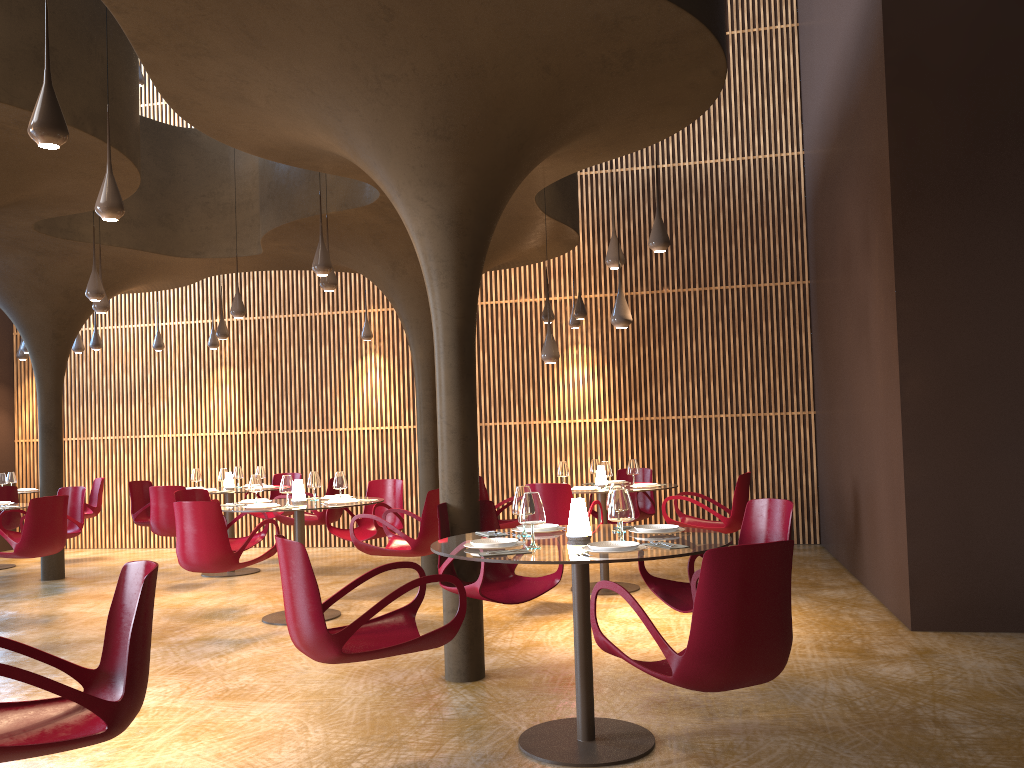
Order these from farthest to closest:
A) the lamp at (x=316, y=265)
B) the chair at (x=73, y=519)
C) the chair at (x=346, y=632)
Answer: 1. the chair at (x=73, y=519)
2. the lamp at (x=316, y=265)
3. the chair at (x=346, y=632)

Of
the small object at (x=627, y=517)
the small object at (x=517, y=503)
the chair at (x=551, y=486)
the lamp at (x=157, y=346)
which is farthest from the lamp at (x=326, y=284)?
the lamp at (x=157, y=346)

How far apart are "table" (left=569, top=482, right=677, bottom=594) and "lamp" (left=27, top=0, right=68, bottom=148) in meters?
6.6 m

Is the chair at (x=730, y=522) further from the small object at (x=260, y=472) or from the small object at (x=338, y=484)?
the small object at (x=260, y=472)

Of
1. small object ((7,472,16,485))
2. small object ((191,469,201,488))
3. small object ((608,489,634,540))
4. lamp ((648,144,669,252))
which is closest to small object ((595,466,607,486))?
lamp ((648,144,669,252))

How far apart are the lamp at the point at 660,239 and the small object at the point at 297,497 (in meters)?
4.10

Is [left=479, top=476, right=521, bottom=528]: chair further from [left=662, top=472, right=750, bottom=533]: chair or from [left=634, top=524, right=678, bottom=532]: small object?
[left=634, top=524, right=678, bottom=532]: small object

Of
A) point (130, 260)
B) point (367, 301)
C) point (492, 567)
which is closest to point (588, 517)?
point (492, 567)

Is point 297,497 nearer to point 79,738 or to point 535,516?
point 535,516

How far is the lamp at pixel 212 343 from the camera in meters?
14.6
